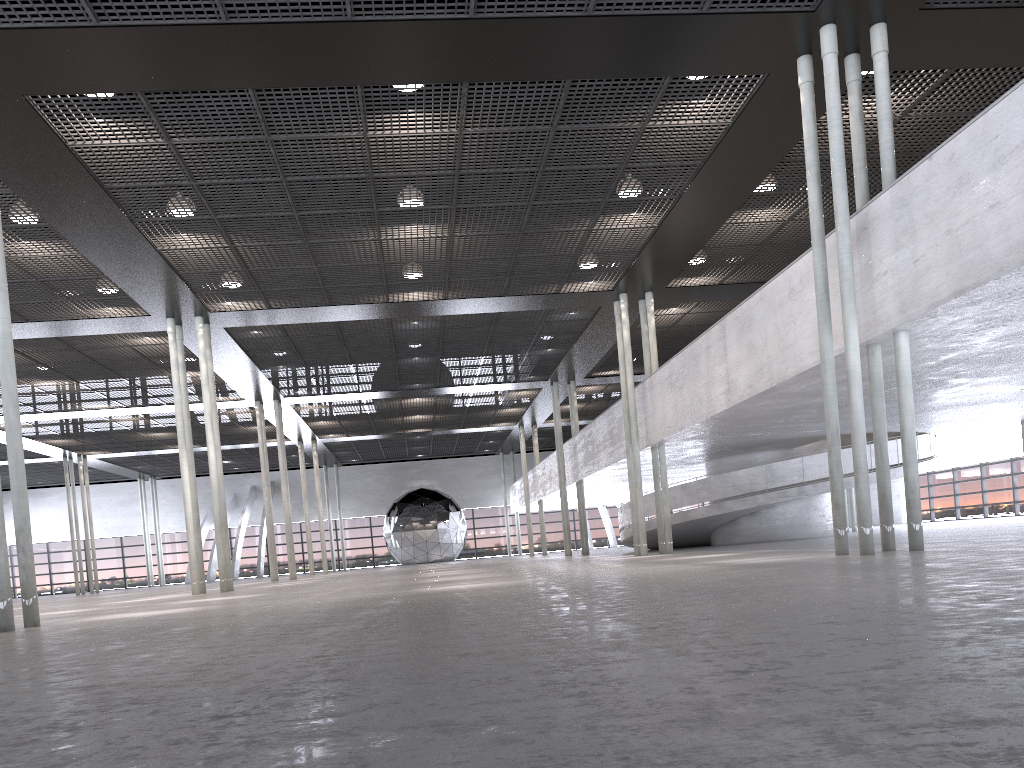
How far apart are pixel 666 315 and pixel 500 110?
10.76m
